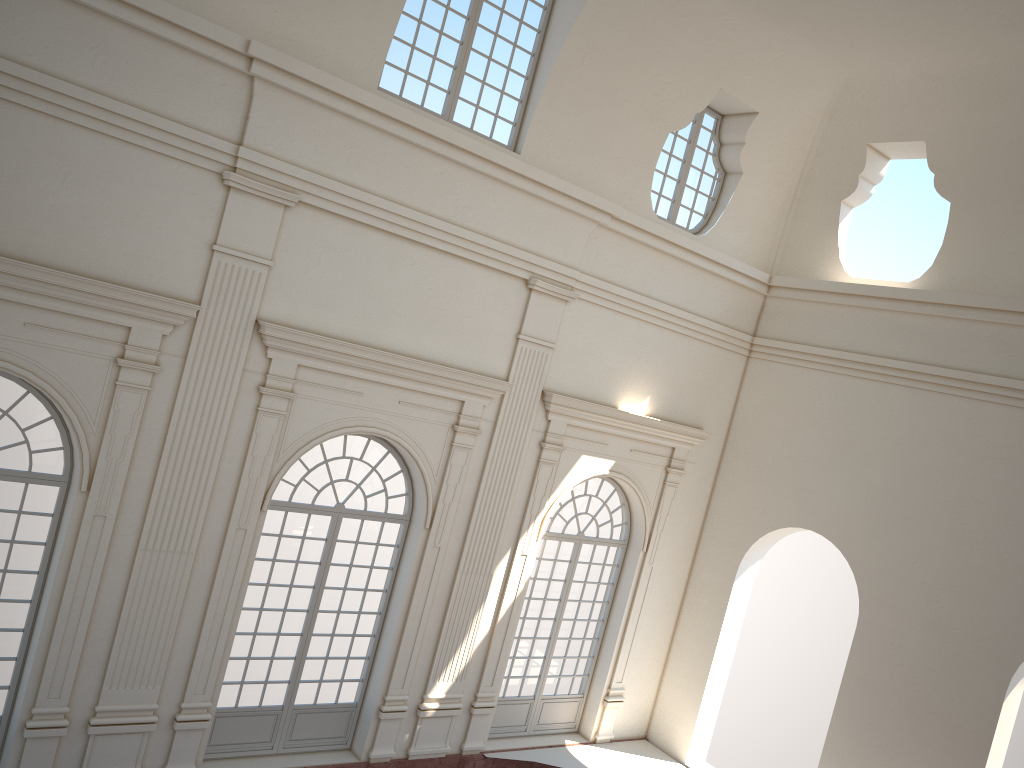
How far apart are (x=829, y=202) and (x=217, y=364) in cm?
982

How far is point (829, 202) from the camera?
14.2 meters
